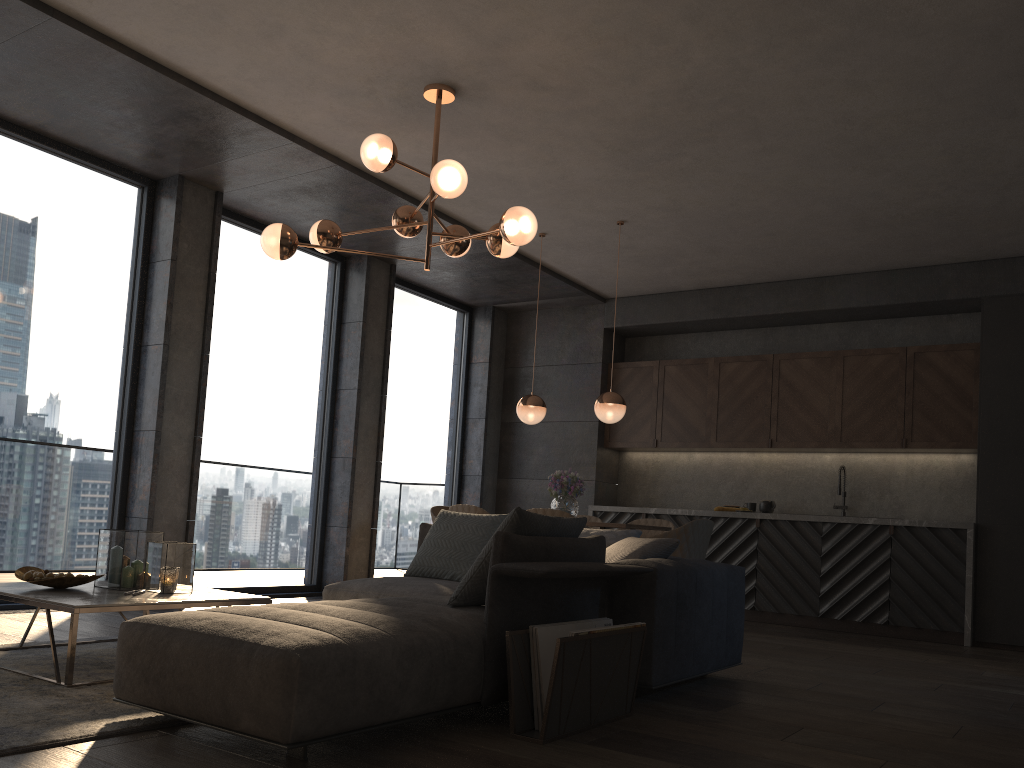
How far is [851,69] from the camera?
4.48m

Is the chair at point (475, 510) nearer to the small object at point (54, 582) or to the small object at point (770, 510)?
the small object at point (54, 582)

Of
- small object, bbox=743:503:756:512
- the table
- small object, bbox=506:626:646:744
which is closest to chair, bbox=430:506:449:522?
small object, bbox=743:503:756:512

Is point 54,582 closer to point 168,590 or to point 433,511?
point 168,590

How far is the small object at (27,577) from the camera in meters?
3.6

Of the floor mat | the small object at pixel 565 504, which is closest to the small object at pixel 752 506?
the small object at pixel 565 504

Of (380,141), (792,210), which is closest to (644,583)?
(380,141)

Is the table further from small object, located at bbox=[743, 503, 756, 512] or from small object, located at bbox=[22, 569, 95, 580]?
small object, located at bbox=[743, 503, 756, 512]

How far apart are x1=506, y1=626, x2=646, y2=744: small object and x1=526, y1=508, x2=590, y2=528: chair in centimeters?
239cm

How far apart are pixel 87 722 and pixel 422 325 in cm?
645
